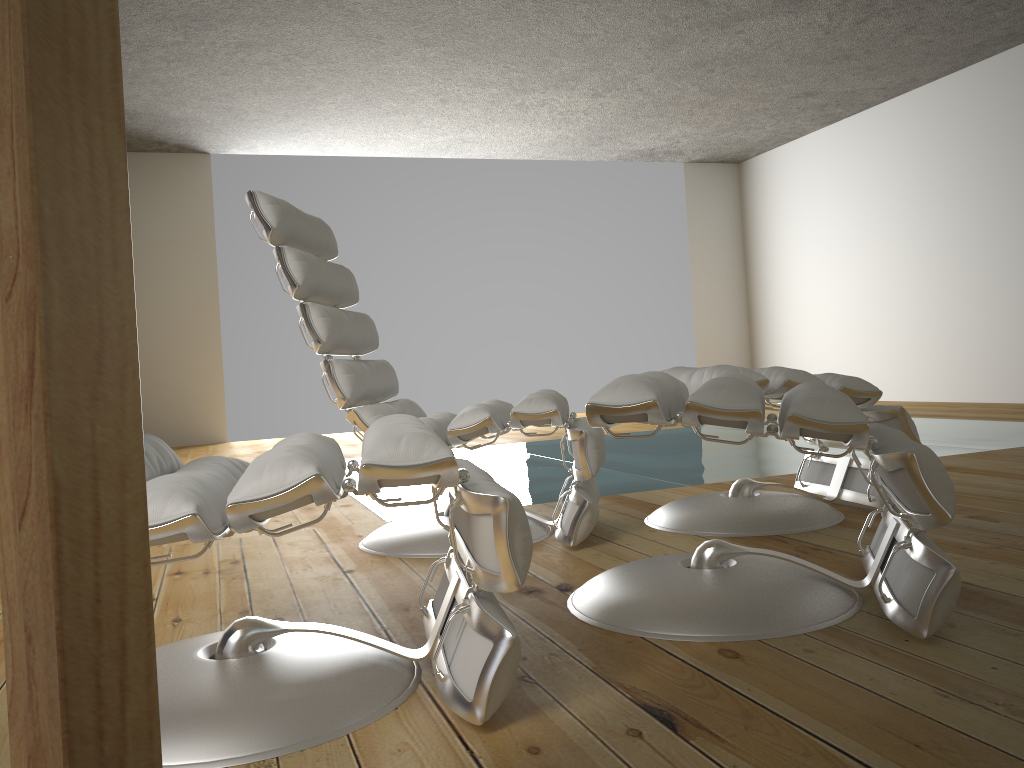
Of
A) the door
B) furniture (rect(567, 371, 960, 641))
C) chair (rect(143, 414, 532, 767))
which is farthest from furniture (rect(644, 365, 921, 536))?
the door

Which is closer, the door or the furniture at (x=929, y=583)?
the door

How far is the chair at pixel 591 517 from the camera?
2.2 meters

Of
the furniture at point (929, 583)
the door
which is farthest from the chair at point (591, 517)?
the door

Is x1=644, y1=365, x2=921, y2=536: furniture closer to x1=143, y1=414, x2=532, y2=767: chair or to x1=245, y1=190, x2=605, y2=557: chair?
x1=245, y1=190, x2=605, y2=557: chair

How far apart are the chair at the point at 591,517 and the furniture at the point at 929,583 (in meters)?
0.34

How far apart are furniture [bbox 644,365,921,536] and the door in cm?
181

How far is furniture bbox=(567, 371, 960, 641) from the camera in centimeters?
137cm

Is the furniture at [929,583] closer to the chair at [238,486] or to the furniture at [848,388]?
the chair at [238,486]

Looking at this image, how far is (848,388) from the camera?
2.3m
